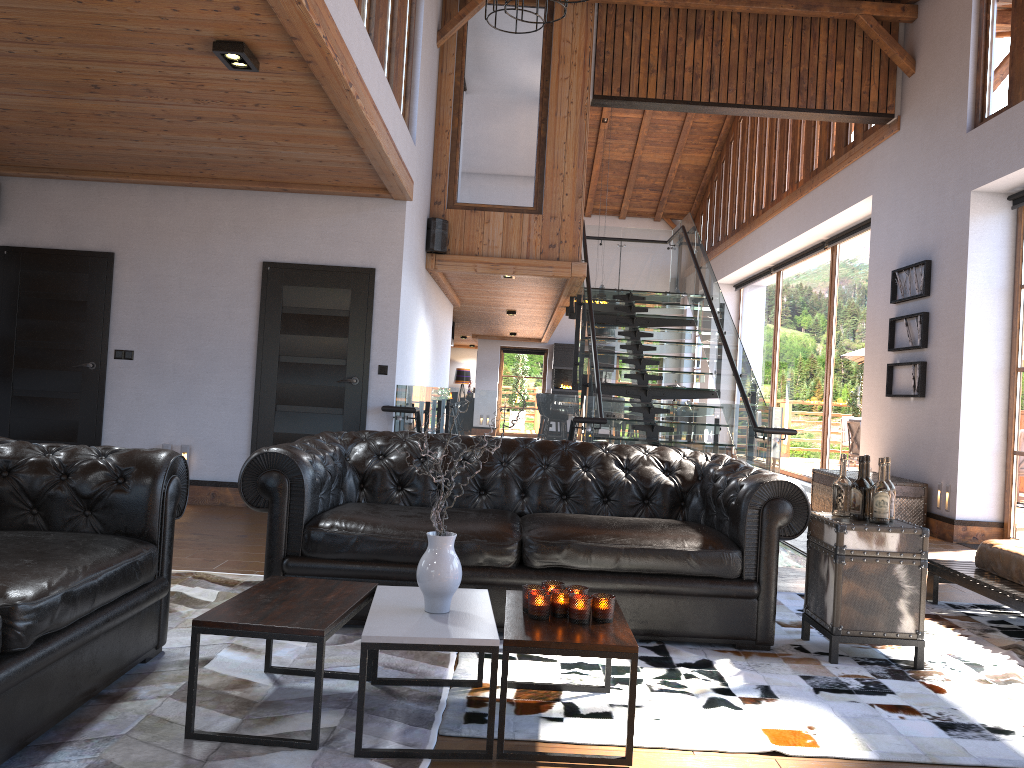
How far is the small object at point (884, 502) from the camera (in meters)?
3.82

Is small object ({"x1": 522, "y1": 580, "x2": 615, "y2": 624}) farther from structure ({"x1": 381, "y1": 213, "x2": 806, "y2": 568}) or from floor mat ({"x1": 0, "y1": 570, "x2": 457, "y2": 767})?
structure ({"x1": 381, "y1": 213, "x2": 806, "y2": 568})

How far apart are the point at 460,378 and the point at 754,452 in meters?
18.5

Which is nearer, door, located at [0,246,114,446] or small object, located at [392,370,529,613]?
small object, located at [392,370,529,613]

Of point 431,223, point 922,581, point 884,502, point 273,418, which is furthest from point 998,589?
point 431,223

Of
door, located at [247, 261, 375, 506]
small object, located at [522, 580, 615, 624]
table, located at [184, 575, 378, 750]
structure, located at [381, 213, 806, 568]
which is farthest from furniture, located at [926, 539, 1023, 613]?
door, located at [247, 261, 375, 506]

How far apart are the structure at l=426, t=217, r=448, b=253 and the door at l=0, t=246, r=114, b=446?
3.0 meters

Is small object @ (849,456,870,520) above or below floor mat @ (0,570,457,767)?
above

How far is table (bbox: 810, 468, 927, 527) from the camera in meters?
8.1 m

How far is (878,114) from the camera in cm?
925
